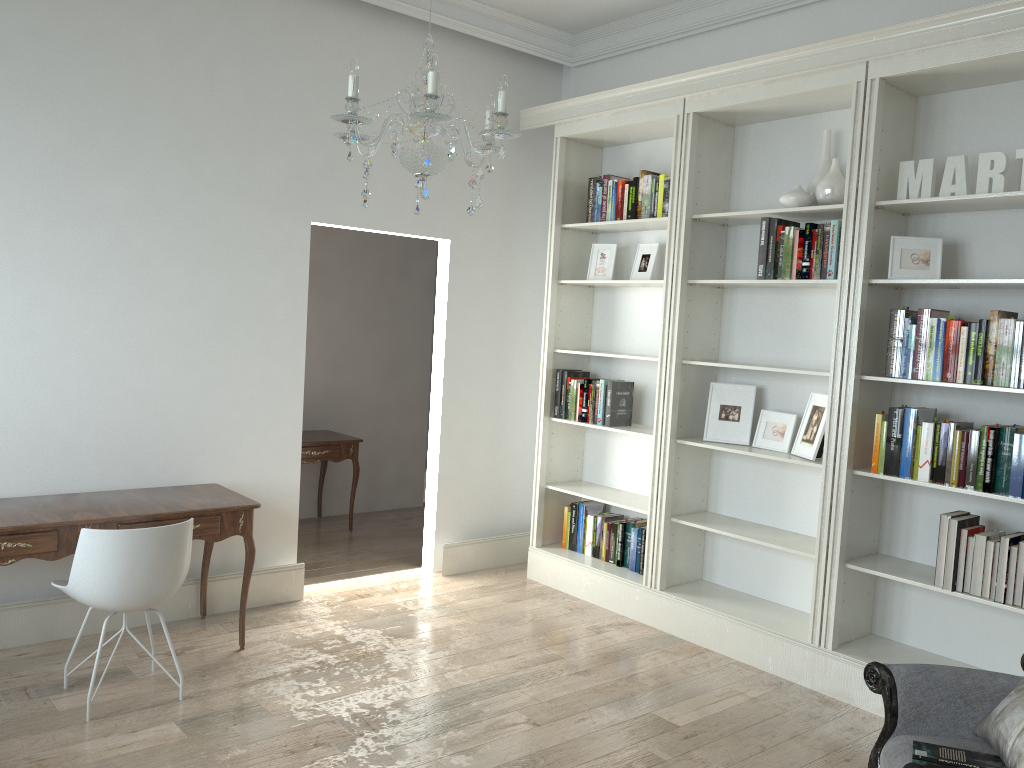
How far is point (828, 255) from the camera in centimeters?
391cm

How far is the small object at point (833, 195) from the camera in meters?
3.9

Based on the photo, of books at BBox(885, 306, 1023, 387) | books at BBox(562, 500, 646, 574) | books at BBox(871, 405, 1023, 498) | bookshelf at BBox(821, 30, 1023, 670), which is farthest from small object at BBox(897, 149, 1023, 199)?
books at BBox(562, 500, 646, 574)

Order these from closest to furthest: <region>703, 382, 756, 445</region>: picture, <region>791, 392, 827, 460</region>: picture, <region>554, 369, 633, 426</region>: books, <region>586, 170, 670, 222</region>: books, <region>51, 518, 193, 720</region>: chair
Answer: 1. <region>51, 518, 193, 720</region>: chair
2. <region>791, 392, 827, 460</region>: picture
3. <region>703, 382, 756, 445</region>: picture
4. <region>586, 170, 670, 222</region>: books
5. <region>554, 369, 633, 426</region>: books

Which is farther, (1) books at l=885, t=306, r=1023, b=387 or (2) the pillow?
(1) books at l=885, t=306, r=1023, b=387

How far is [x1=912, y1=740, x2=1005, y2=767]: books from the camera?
2.3 meters

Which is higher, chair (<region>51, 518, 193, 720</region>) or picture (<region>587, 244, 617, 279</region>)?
picture (<region>587, 244, 617, 279</region>)

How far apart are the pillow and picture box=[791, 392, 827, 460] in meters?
1.6

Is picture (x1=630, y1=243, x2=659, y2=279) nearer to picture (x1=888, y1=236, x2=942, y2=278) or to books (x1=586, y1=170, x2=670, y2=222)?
books (x1=586, y1=170, x2=670, y2=222)

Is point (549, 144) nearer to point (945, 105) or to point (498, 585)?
point (945, 105)
